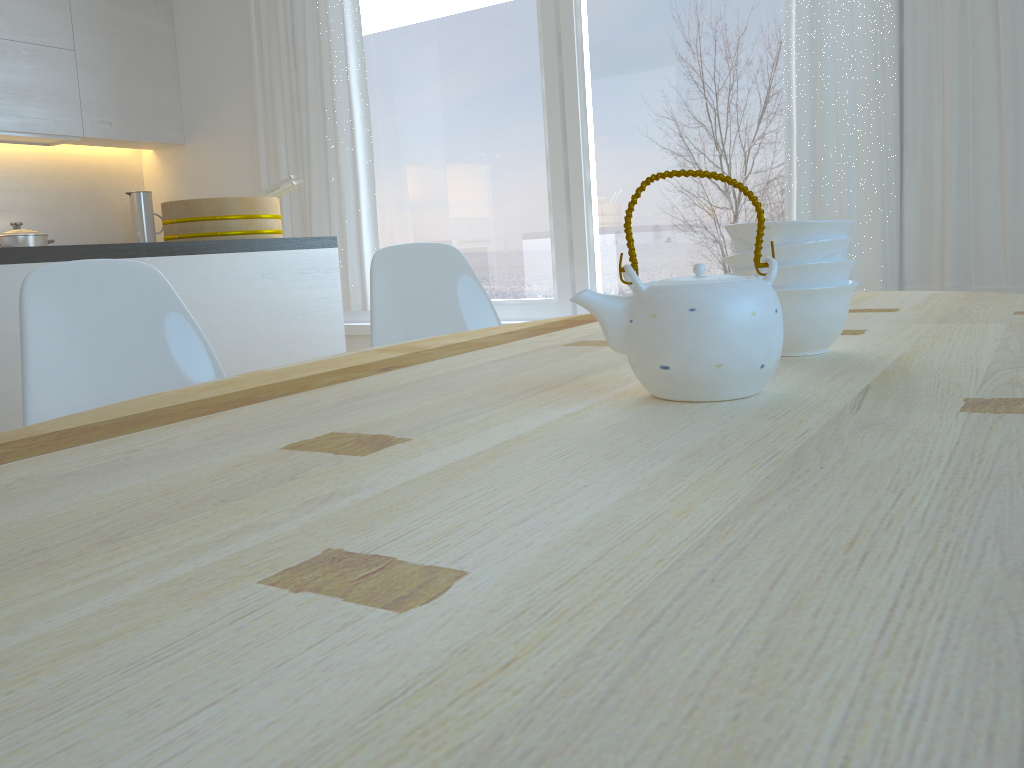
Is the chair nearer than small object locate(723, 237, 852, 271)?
No

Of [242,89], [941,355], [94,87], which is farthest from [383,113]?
[941,355]

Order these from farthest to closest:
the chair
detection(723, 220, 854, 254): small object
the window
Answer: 1. the window
2. the chair
3. detection(723, 220, 854, 254): small object

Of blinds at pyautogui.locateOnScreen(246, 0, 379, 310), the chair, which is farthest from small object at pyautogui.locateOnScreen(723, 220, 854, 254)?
blinds at pyautogui.locateOnScreen(246, 0, 379, 310)

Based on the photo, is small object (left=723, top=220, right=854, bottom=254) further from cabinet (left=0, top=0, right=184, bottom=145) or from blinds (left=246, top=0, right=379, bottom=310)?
cabinet (left=0, top=0, right=184, bottom=145)

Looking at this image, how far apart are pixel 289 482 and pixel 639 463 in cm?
24

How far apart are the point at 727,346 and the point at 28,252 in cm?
191

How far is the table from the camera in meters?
0.3 m

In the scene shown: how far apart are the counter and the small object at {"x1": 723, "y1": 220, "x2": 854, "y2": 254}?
1.75m

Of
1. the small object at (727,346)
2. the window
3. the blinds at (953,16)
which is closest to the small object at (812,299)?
the small object at (727,346)
